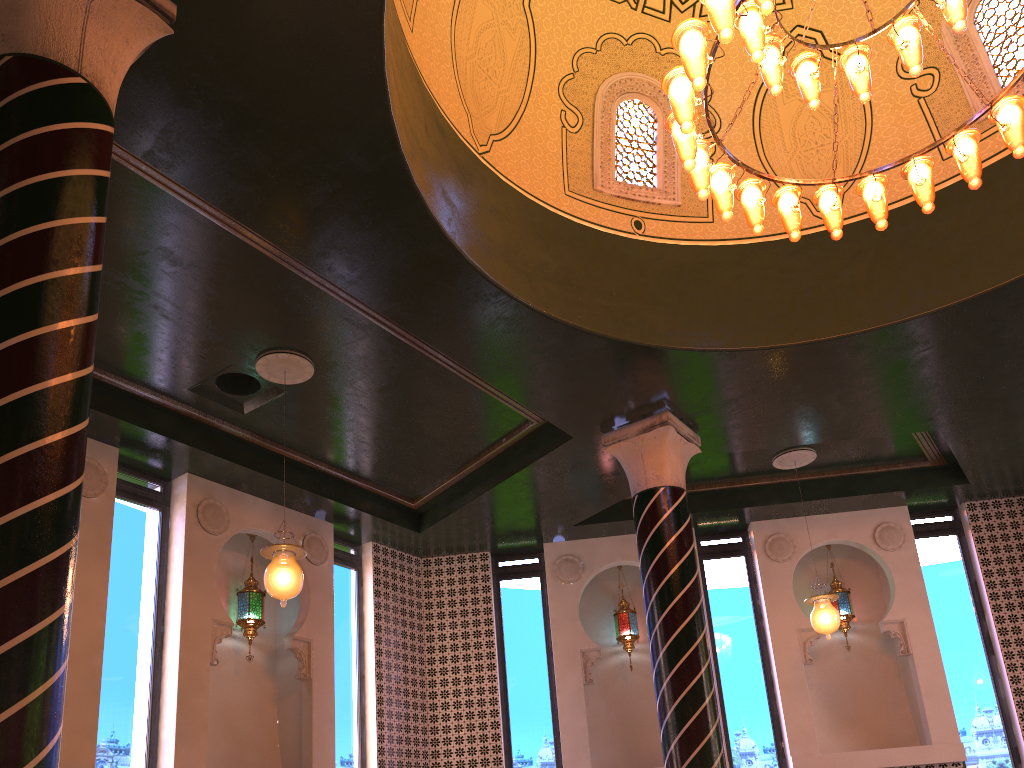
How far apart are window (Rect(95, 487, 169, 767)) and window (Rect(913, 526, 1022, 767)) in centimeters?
914cm

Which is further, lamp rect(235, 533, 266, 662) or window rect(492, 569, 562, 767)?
window rect(492, 569, 562, 767)

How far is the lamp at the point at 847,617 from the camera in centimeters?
1121cm

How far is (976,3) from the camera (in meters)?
7.96

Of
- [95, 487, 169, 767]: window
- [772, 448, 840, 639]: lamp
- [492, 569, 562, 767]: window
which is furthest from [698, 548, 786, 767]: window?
[95, 487, 169, 767]: window

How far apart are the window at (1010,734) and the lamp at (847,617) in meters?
1.1 m

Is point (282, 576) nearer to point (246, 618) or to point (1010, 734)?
point (246, 618)

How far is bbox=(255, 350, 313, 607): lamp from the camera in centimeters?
696cm

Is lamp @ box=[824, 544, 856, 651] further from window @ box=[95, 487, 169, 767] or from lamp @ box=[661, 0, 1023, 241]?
window @ box=[95, 487, 169, 767]

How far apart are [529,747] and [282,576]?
5.3m
